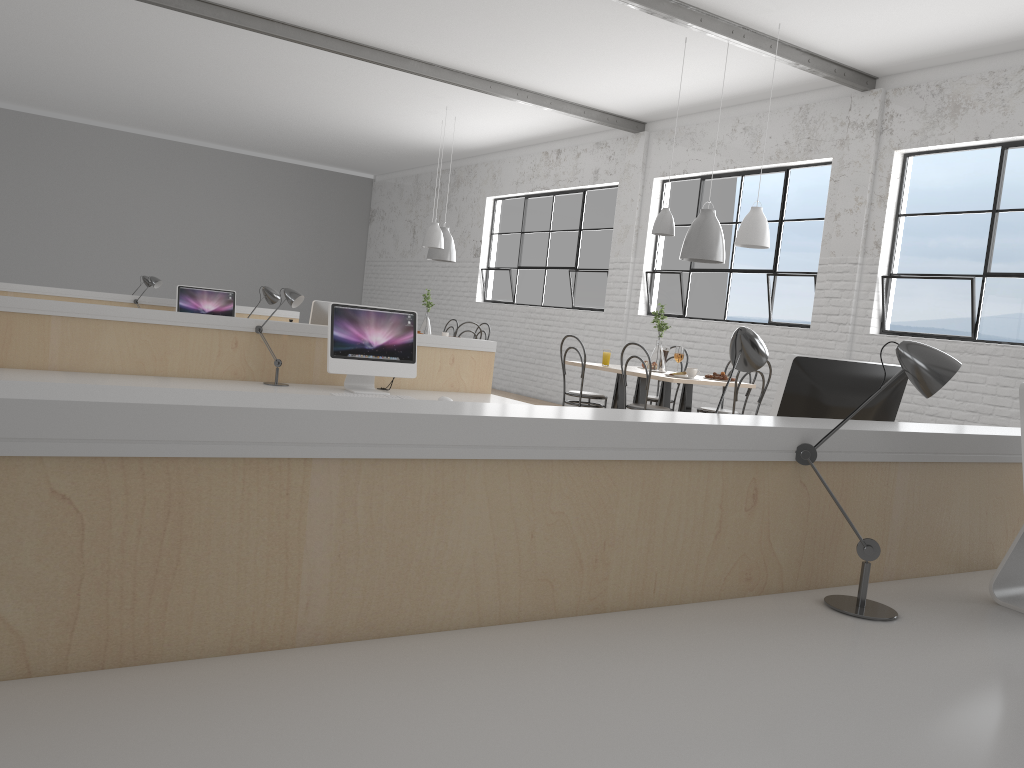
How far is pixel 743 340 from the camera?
1.57m

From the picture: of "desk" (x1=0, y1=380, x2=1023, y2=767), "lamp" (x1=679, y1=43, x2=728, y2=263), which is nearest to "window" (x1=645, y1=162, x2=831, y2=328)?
"lamp" (x1=679, y1=43, x2=728, y2=263)

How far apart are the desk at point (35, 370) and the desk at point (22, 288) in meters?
2.9

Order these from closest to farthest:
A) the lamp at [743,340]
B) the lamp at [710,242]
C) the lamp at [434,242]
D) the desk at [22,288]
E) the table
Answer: the lamp at [743,340] → the table → the lamp at [710,242] → the desk at [22,288] → the lamp at [434,242]

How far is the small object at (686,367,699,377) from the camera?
5.0 meters

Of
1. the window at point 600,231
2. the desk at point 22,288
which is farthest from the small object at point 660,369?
the desk at point 22,288

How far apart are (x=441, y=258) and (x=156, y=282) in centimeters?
259cm

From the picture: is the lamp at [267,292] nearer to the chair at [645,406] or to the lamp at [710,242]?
the chair at [645,406]

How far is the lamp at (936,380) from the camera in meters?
1.3 m

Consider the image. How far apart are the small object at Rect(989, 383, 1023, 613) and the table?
3.28m
